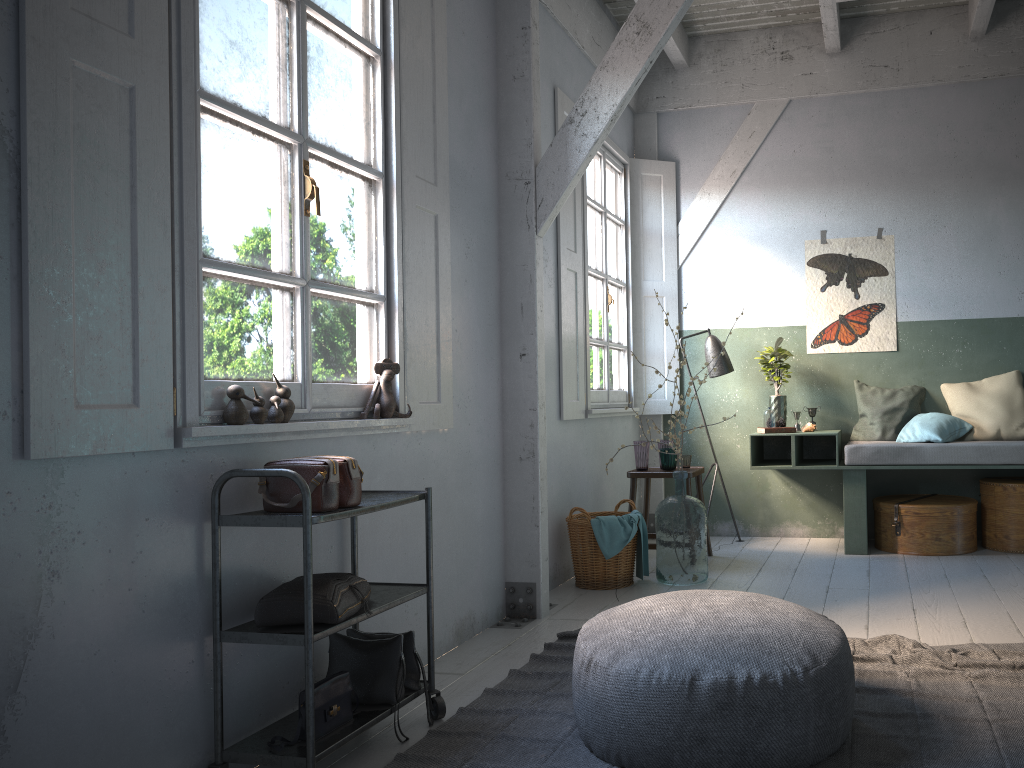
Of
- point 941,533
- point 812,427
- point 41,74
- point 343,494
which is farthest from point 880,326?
point 41,74

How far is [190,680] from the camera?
2.8m

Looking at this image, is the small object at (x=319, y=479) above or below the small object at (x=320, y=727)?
above

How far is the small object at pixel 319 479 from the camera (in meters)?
2.94

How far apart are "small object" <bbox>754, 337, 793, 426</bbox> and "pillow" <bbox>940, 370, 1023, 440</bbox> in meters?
1.2 m

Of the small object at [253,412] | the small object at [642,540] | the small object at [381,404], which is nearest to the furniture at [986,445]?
the small object at [642,540]

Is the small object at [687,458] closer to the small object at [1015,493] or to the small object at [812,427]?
the small object at [812,427]

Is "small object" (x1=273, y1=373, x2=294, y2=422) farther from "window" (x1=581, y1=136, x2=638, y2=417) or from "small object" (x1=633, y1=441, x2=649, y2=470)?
"small object" (x1=633, y1=441, x2=649, y2=470)

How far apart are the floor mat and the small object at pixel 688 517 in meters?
1.3 m

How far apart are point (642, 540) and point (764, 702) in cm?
297
